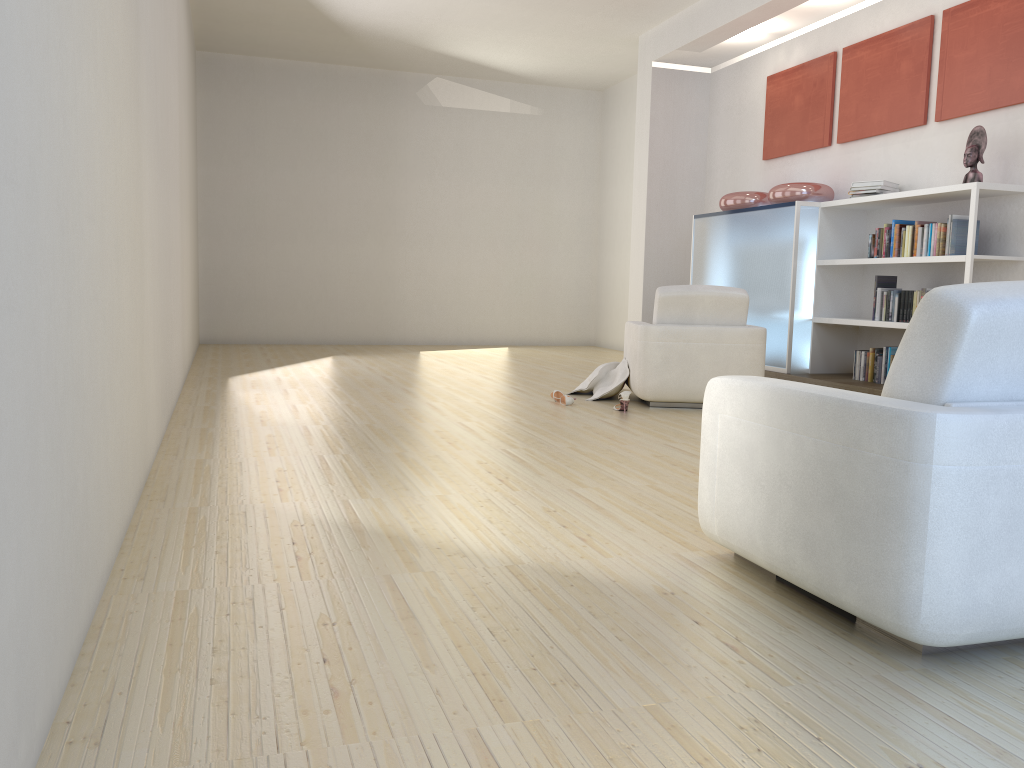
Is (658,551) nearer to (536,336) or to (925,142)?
(925,142)

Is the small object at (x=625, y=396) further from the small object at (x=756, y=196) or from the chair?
the small object at (x=756, y=196)

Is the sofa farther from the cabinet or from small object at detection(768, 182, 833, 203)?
small object at detection(768, 182, 833, 203)

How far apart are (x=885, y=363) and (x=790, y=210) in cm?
149

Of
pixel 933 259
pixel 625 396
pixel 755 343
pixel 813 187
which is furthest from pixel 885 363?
pixel 625 396

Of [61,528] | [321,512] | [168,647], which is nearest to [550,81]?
[321,512]

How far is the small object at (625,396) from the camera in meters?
5.8 m

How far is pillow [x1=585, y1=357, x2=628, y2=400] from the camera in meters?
6.5

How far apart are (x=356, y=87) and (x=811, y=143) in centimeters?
608cm

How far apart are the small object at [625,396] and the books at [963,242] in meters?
2.2
